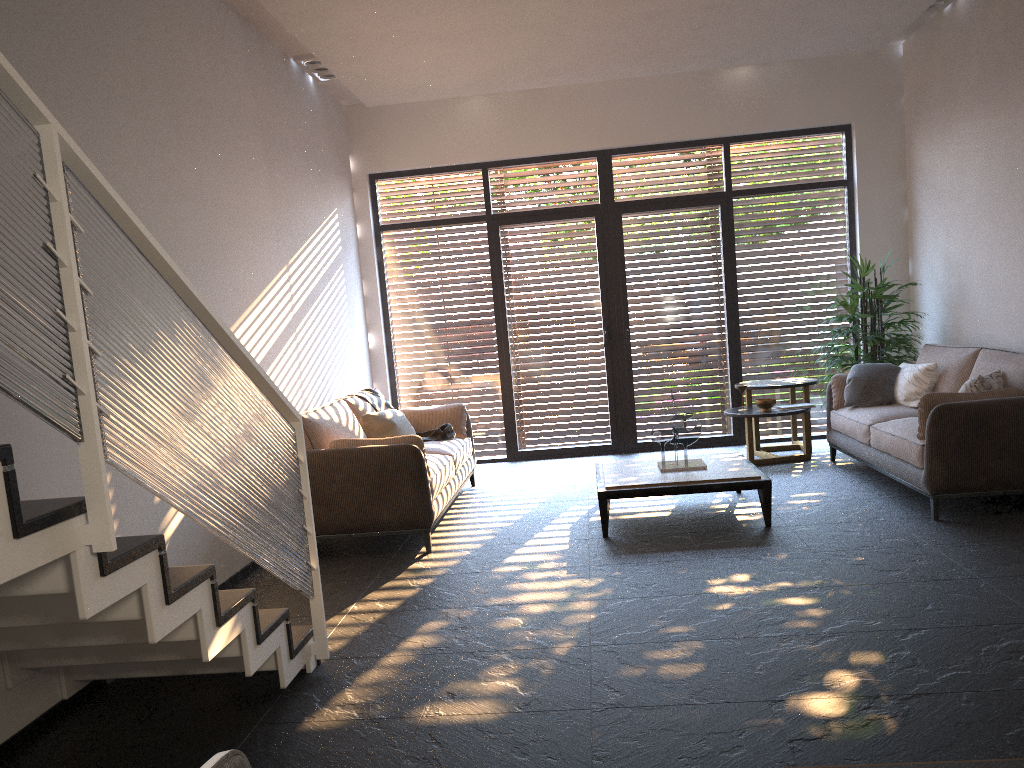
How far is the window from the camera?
8.5m

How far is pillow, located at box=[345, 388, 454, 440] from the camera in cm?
649

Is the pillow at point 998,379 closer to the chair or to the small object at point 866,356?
the small object at point 866,356

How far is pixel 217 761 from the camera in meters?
0.9 m

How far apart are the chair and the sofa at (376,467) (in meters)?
4.40

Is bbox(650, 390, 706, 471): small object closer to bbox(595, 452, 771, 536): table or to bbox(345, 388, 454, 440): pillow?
bbox(595, 452, 771, 536): table

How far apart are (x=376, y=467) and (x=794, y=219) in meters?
5.1

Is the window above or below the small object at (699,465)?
above

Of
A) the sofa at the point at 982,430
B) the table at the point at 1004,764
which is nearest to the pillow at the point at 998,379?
the sofa at the point at 982,430

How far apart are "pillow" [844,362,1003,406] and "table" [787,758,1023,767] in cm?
465
